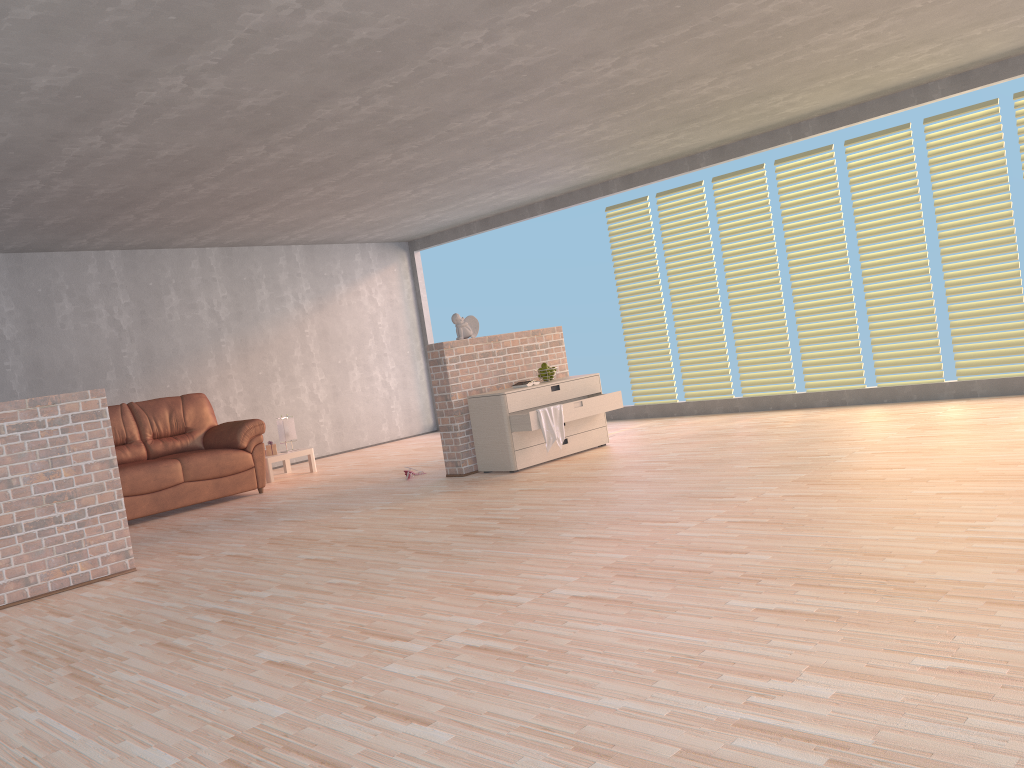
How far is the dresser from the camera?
6.65m

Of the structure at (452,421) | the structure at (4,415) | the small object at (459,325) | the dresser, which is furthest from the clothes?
the structure at (4,415)

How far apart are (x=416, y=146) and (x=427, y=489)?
2.5m

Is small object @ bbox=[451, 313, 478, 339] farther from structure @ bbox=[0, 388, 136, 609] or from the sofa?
structure @ bbox=[0, 388, 136, 609]

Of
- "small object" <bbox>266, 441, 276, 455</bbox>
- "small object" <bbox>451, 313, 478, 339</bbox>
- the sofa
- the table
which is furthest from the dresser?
"small object" <bbox>266, 441, 276, 455</bbox>

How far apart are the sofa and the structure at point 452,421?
1.8 meters

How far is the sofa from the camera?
7.07m

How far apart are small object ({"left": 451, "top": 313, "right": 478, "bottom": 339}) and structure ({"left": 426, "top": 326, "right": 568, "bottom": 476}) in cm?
7

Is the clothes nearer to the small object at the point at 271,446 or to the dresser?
the dresser

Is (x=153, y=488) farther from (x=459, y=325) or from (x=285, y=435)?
(x=459, y=325)
